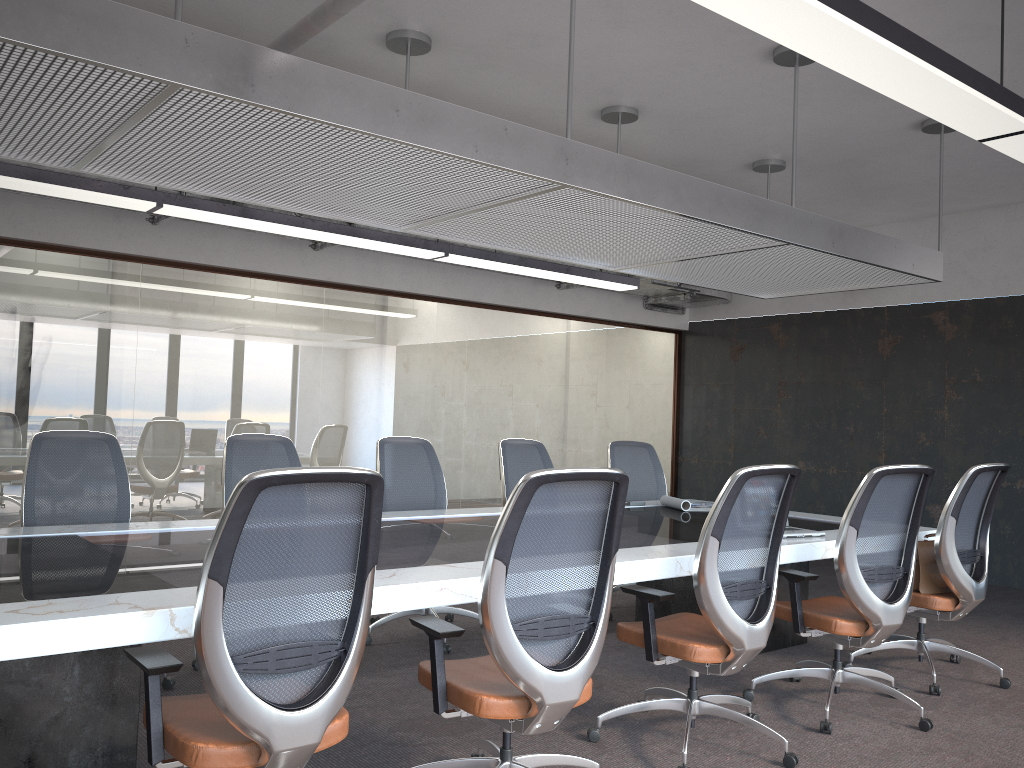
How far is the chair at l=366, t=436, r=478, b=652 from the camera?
5.36m

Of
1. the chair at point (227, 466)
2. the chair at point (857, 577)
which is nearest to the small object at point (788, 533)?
the chair at point (857, 577)

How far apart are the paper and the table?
0.1m

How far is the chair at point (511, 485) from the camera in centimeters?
593cm

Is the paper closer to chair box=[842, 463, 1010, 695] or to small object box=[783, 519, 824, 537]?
small object box=[783, 519, 824, 537]

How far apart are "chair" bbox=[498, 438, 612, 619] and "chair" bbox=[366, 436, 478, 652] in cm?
49

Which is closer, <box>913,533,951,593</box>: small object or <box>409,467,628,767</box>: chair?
<box>409,467,628,767</box>: chair

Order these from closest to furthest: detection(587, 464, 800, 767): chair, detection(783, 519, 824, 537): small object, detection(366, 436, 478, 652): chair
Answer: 1. detection(587, 464, 800, 767): chair
2. detection(783, 519, 824, 537): small object
3. detection(366, 436, 478, 652): chair

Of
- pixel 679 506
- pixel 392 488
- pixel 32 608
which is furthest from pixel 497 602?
pixel 679 506

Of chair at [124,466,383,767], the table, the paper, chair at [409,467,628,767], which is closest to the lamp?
chair at [409,467,628,767]
